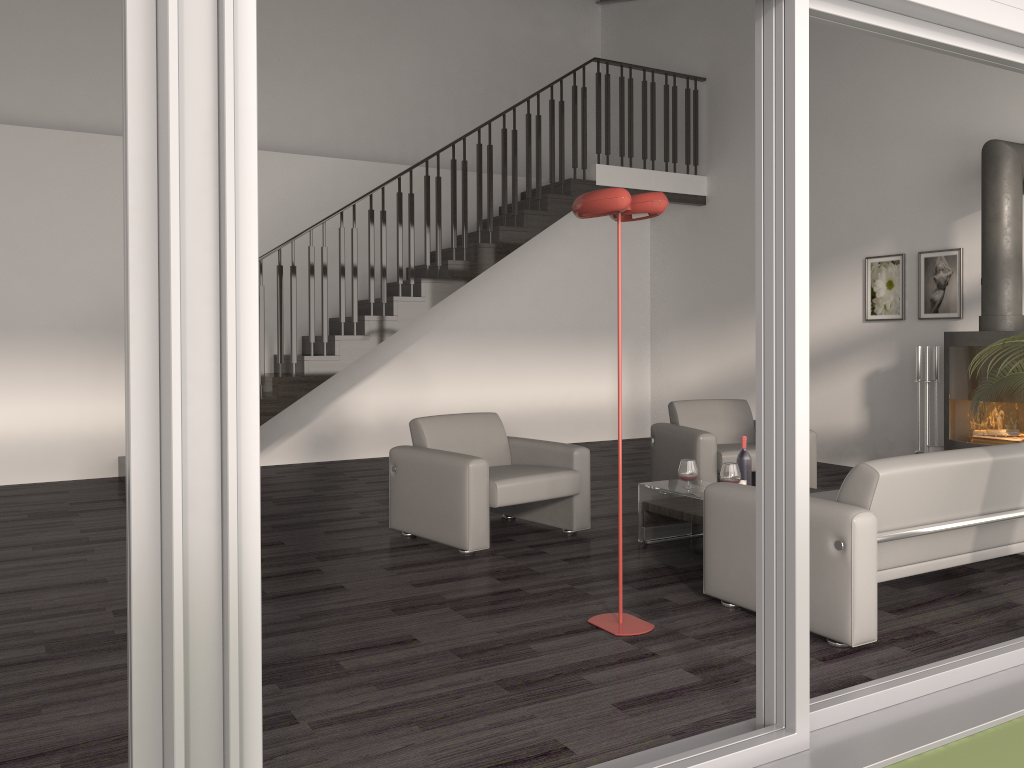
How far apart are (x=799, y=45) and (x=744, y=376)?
7.2 meters

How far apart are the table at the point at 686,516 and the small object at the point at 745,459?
0.3m

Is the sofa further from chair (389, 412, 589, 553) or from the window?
chair (389, 412, 589, 553)

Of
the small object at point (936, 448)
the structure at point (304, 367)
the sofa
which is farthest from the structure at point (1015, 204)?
the structure at point (304, 367)

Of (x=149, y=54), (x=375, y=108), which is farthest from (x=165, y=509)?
(x=375, y=108)

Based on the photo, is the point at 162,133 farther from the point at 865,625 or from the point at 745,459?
the point at 745,459

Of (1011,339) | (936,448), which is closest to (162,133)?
(1011,339)

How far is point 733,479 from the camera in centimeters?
485cm

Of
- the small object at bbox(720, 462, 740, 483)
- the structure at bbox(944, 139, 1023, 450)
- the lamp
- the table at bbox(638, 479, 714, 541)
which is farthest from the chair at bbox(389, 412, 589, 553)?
the structure at bbox(944, 139, 1023, 450)

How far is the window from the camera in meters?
1.7 m
